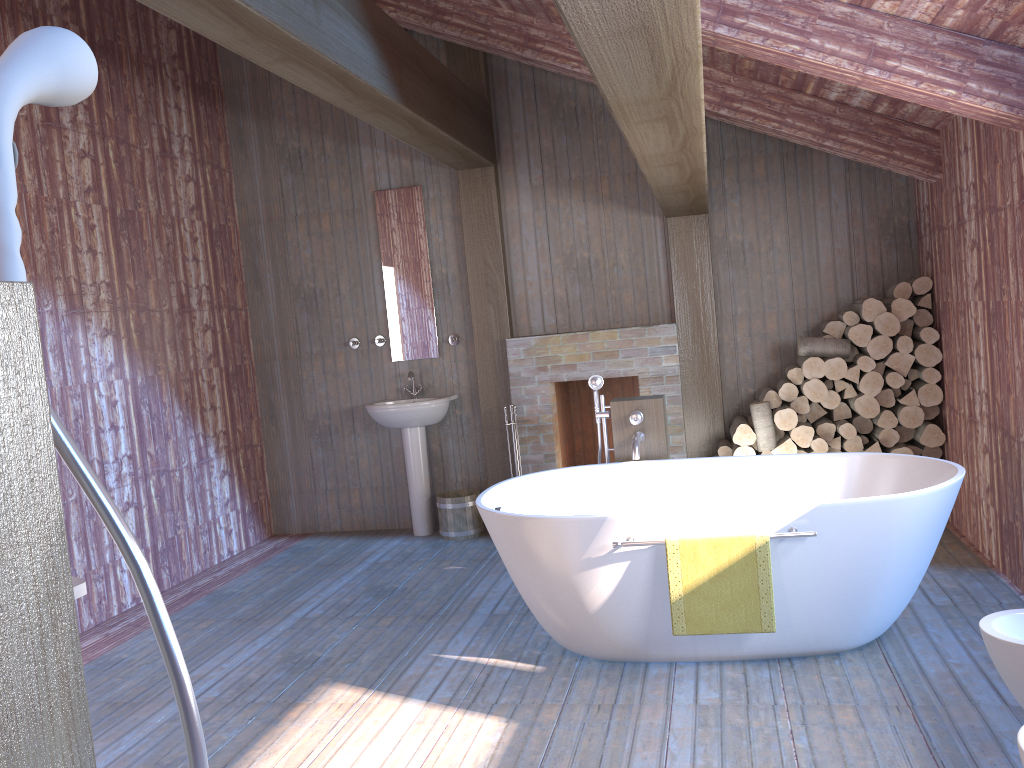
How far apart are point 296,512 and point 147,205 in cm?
243

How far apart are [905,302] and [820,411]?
0.8 meters

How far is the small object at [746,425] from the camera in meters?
5.3

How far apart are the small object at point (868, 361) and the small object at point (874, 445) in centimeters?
44cm

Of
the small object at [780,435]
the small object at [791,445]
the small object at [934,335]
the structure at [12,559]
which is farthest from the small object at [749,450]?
the structure at [12,559]

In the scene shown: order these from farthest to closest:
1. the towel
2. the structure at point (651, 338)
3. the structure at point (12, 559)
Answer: the structure at point (651, 338), the towel, the structure at point (12, 559)

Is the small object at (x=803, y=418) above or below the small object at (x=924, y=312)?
below

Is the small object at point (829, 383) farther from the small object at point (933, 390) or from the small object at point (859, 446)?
the small object at point (933, 390)

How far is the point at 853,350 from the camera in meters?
5.3

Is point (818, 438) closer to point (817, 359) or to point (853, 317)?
point (817, 359)
